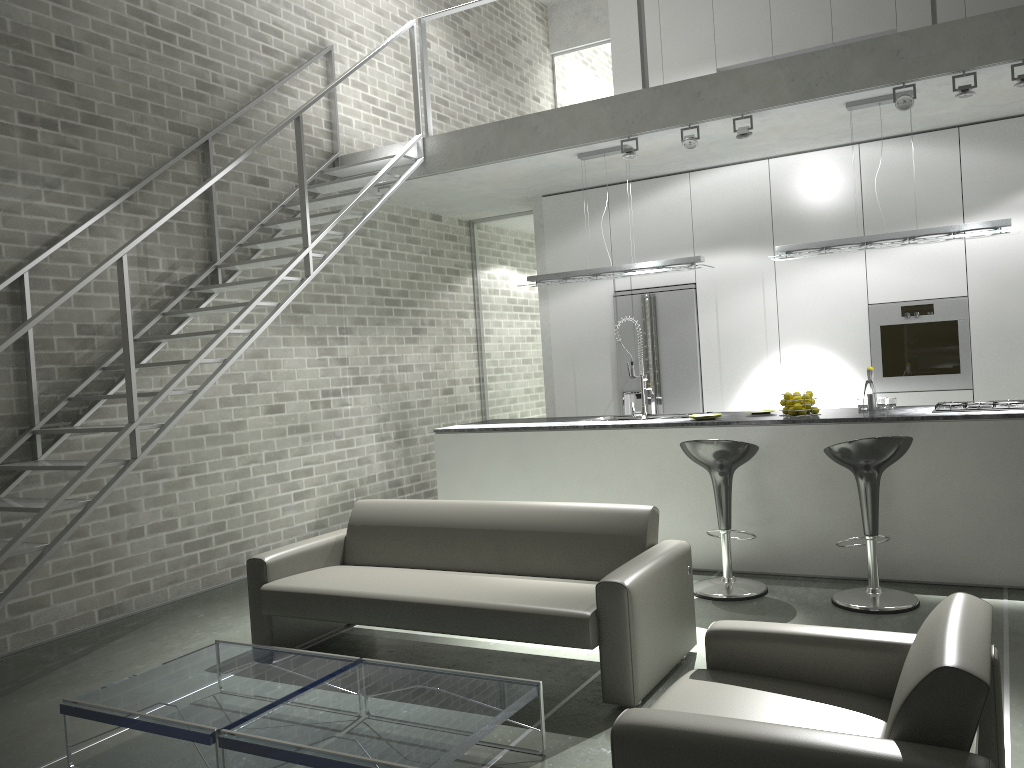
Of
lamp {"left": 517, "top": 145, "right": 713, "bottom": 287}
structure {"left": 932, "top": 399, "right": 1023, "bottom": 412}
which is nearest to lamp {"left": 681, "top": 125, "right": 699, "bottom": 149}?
lamp {"left": 517, "top": 145, "right": 713, "bottom": 287}

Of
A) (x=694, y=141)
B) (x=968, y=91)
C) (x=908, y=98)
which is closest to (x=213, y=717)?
(x=694, y=141)

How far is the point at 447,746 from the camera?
2.7m

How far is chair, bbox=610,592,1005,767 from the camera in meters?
1.9 m

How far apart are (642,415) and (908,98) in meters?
2.6

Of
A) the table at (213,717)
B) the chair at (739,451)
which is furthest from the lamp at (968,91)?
the table at (213,717)

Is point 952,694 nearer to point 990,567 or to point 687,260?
point 990,567

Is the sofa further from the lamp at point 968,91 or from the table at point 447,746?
the lamp at point 968,91

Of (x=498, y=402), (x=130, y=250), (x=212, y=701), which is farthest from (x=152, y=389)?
(x=498, y=402)

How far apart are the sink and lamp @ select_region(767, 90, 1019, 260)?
1.5 meters
